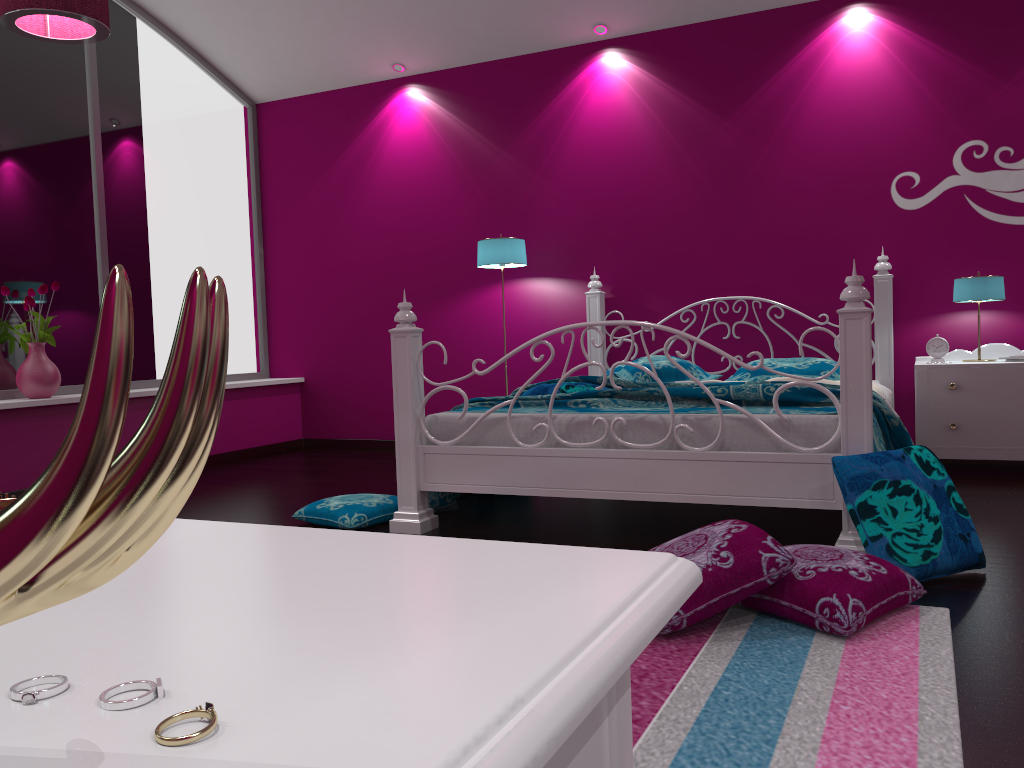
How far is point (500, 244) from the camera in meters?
5.2

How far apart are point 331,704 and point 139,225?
5.8m

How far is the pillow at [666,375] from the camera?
4.5m

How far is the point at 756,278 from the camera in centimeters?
504cm

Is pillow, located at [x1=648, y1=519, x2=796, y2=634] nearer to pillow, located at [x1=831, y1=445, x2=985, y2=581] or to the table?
pillow, located at [x1=831, y1=445, x2=985, y2=581]

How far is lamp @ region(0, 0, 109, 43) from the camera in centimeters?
323cm

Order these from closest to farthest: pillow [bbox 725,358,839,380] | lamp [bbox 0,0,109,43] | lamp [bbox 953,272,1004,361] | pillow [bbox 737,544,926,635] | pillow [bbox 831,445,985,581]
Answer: pillow [bbox 737,544,926,635] → pillow [bbox 831,445,985,581] → lamp [bbox 0,0,109,43] → lamp [bbox 953,272,1004,361] → pillow [bbox 725,358,839,380]

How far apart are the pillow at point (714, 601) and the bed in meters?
0.6 m

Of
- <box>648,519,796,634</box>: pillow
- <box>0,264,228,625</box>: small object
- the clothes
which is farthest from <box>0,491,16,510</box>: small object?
the clothes

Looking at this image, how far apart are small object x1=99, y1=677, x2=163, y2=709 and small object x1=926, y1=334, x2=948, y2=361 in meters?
4.7
